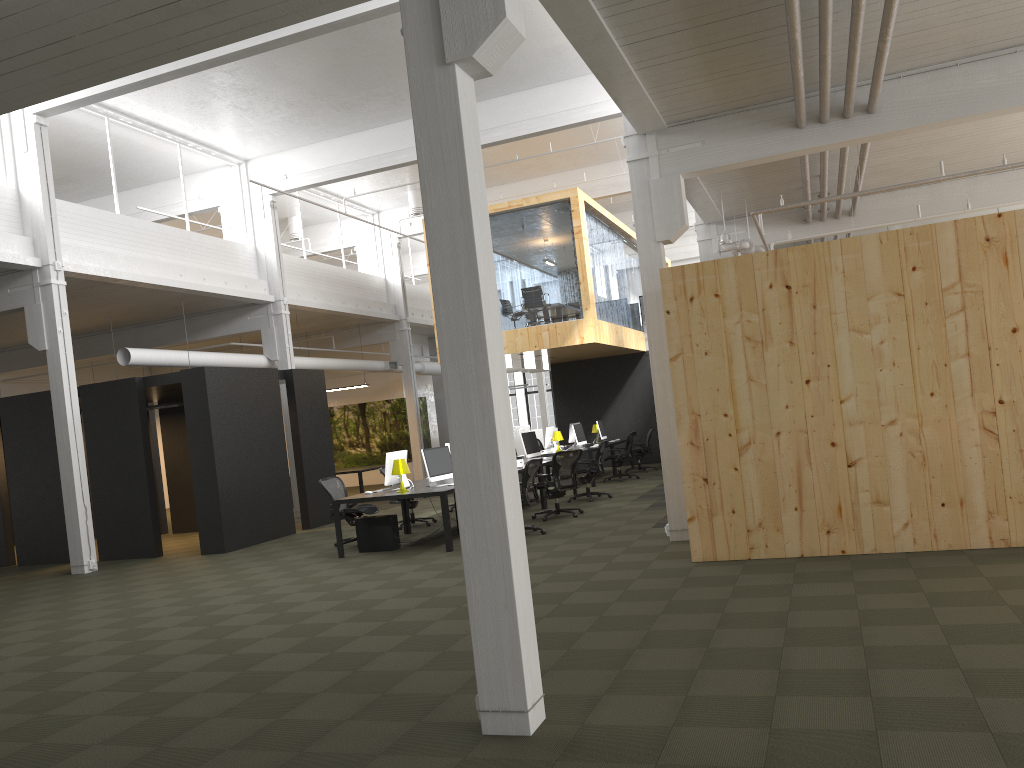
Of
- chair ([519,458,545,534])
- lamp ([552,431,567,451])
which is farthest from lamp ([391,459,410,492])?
lamp ([552,431,567,451])

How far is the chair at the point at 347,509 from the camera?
12.25m

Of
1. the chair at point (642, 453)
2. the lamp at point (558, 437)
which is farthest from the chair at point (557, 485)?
the chair at point (642, 453)

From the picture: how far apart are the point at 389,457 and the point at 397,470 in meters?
0.5 m

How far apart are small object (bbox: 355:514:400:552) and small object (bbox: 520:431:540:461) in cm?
419

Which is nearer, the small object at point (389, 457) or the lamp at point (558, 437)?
the small object at point (389, 457)

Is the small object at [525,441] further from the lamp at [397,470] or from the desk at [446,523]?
the lamp at [397,470]

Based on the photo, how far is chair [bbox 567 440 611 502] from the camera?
15.1 meters

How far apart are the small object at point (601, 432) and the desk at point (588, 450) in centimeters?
111cm

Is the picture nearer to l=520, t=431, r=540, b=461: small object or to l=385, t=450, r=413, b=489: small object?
Result: l=520, t=431, r=540, b=461: small object
